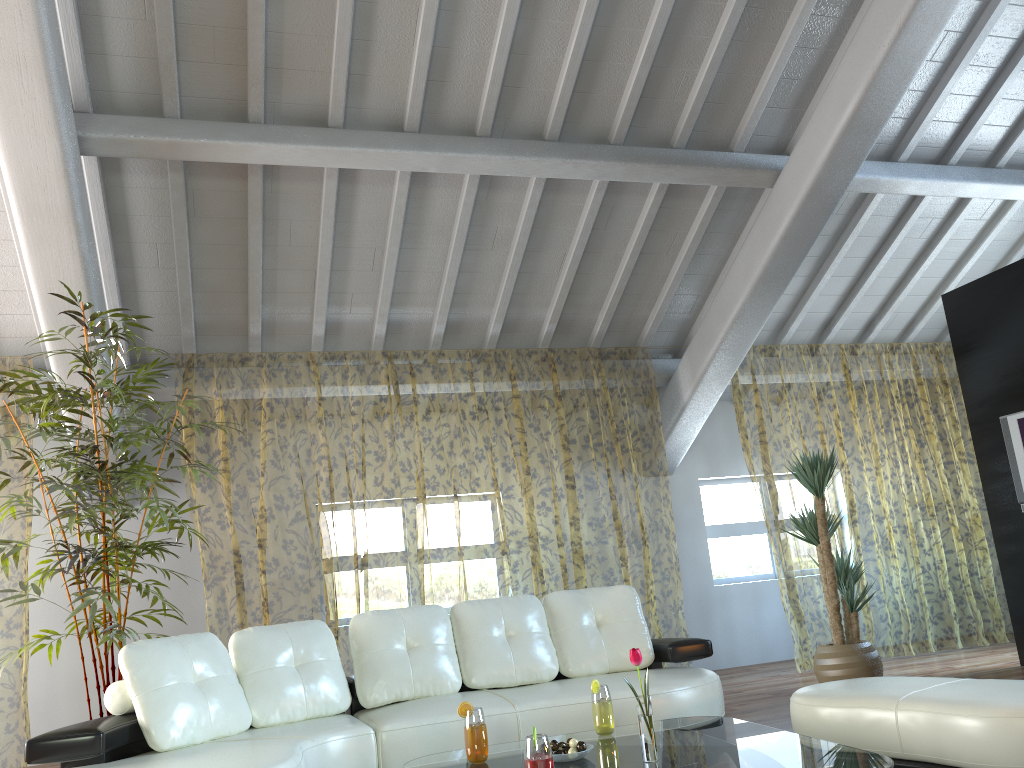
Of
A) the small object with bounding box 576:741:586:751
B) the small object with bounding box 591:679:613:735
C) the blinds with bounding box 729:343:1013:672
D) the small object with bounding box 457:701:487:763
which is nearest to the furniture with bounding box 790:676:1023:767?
the small object with bounding box 591:679:613:735

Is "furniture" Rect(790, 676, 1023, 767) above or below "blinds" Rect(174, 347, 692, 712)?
below

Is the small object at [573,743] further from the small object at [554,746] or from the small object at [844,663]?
the small object at [844,663]

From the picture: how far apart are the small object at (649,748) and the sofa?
1.1 meters

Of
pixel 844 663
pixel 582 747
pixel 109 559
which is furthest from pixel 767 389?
pixel 582 747

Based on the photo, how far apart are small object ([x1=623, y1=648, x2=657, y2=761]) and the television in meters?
4.3

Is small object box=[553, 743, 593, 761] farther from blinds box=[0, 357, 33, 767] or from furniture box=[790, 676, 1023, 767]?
blinds box=[0, 357, 33, 767]

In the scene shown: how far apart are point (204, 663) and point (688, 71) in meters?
4.1 m

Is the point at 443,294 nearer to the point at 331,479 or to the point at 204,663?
the point at 204,663

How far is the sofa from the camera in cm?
324
